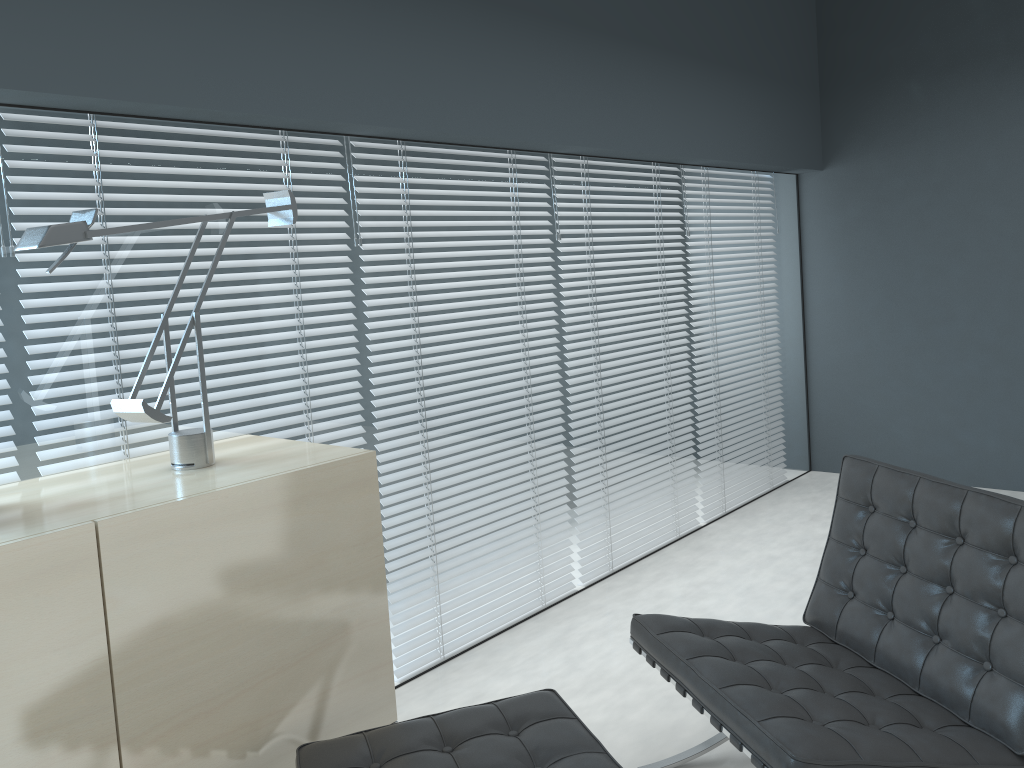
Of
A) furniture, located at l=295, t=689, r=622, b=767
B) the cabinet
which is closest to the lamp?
the cabinet

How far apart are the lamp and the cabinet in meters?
0.0

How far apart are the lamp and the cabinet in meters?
0.0

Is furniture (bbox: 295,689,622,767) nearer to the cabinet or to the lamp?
the cabinet

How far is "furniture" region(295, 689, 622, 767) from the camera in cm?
170

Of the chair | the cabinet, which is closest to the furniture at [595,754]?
the cabinet

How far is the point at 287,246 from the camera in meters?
2.5 m

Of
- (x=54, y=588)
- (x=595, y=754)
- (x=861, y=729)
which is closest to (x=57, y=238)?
(x=54, y=588)

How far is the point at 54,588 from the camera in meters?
1.5 m

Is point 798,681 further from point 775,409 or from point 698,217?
point 775,409
